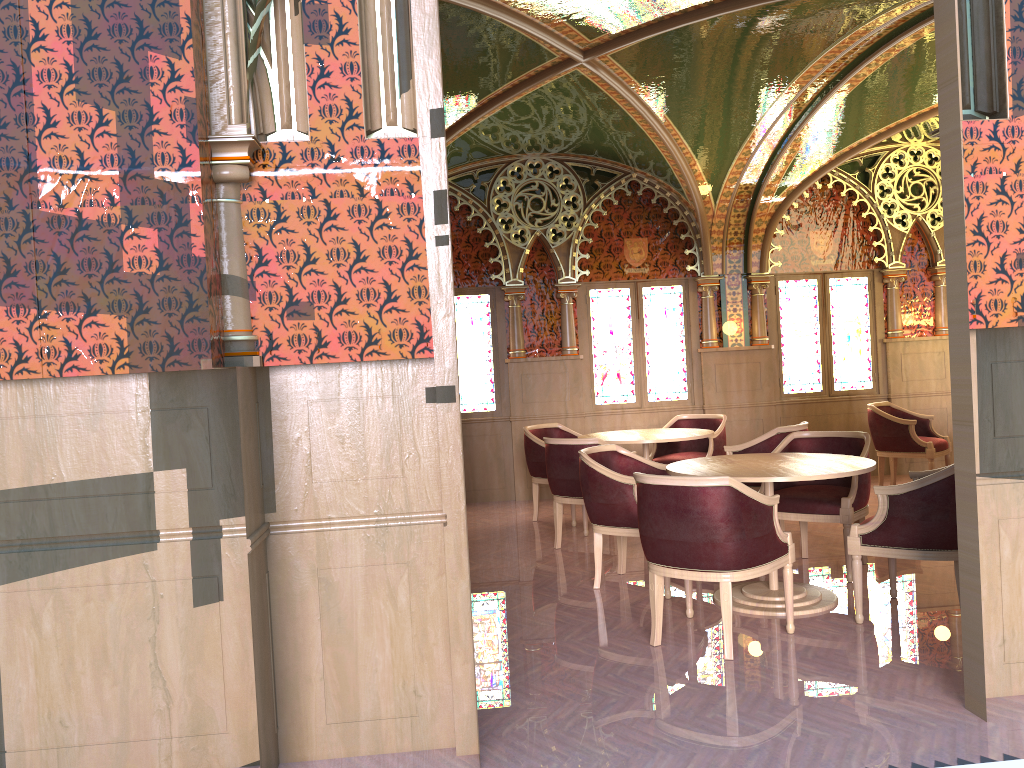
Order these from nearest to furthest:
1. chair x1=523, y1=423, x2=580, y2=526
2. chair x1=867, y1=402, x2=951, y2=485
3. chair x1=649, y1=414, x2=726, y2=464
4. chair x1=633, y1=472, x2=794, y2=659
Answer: chair x1=633, y1=472, x2=794, y2=659, chair x1=523, y1=423, x2=580, y2=526, chair x1=649, y1=414, x2=726, y2=464, chair x1=867, y1=402, x2=951, y2=485

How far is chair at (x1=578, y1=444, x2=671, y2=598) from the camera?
5.27m

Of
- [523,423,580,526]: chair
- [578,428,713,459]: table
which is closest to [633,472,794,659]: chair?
[578,428,713,459]: table

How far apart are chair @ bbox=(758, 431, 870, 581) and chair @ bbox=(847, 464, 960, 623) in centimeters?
39cm

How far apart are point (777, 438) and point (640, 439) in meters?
1.1 m

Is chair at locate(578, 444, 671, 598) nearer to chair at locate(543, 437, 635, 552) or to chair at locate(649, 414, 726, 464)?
chair at locate(543, 437, 635, 552)

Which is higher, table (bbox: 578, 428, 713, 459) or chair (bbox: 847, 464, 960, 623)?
table (bbox: 578, 428, 713, 459)

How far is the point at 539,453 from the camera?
7.82m

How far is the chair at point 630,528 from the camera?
5.27m

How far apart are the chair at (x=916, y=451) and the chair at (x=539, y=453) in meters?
2.9
